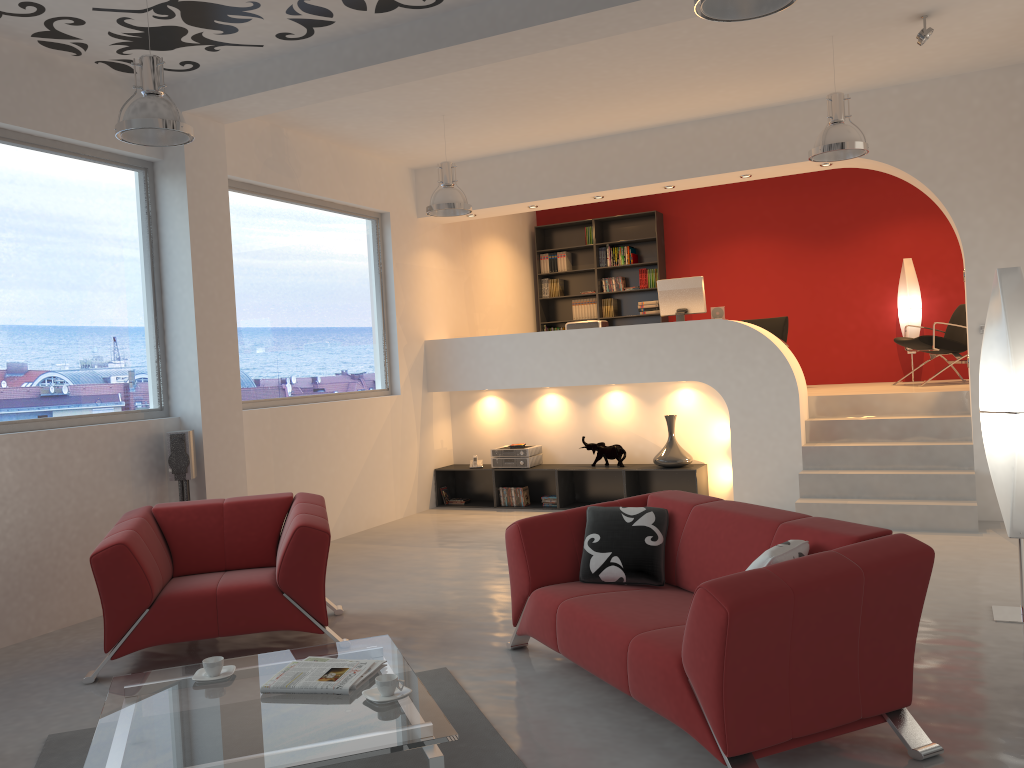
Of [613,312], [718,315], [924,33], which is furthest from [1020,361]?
[613,312]

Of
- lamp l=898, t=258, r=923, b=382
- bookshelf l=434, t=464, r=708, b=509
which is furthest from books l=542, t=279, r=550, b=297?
lamp l=898, t=258, r=923, b=382

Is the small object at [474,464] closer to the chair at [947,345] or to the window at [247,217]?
the window at [247,217]

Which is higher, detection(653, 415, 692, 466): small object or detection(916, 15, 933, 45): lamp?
detection(916, 15, 933, 45): lamp

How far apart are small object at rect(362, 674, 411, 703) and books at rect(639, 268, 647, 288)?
8.4m

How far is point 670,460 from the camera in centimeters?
814cm

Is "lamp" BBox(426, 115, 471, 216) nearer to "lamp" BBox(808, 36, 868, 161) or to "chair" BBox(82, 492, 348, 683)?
"lamp" BBox(808, 36, 868, 161)

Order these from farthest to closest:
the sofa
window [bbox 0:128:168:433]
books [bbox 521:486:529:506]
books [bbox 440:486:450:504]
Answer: books [bbox 440:486:450:504] → books [bbox 521:486:529:506] → window [bbox 0:128:168:433] → the sofa

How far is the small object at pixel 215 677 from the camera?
3.4 meters

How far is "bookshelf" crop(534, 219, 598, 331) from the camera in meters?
11.5 m
